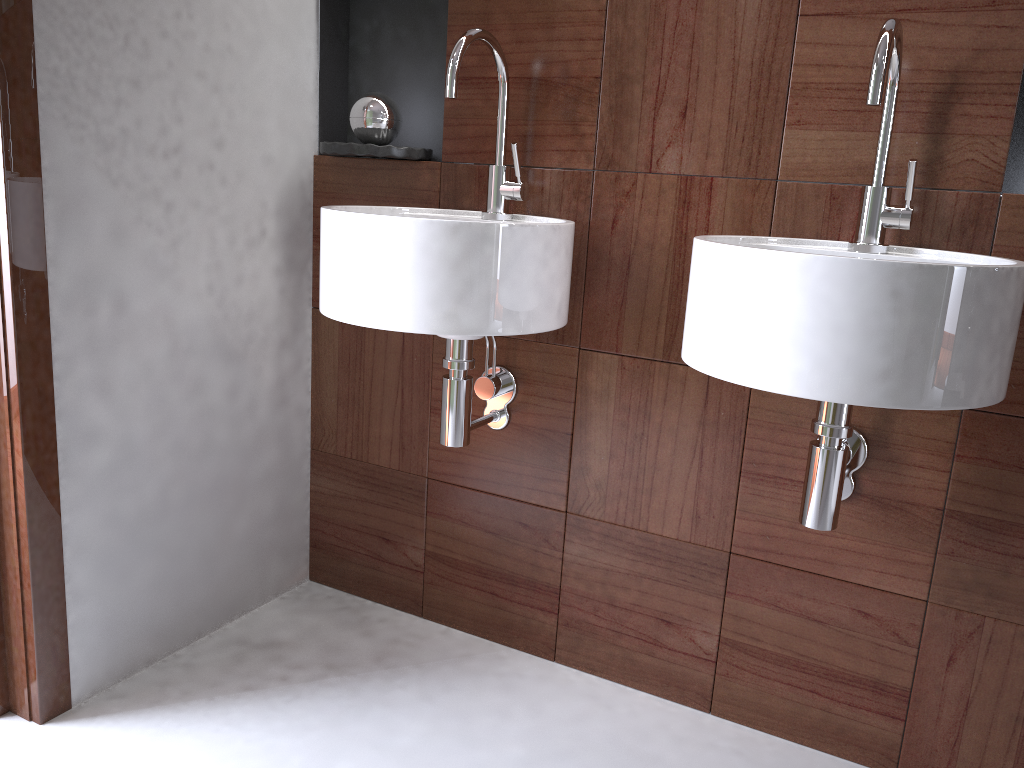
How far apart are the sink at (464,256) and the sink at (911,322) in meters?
0.2

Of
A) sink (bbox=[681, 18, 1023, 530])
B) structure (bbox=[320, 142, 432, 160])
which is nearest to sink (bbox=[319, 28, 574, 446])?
structure (bbox=[320, 142, 432, 160])

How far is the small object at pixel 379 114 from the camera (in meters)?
1.68

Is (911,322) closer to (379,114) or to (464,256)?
(464,256)

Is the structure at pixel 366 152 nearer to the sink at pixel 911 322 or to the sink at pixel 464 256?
the sink at pixel 464 256

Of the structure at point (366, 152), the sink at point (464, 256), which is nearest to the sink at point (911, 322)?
the sink at point (464, 256)

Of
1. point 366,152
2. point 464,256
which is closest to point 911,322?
point 464,256

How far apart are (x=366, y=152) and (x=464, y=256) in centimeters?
50cm

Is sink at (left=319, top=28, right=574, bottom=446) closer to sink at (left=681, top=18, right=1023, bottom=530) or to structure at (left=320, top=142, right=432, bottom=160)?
structure at (left=320, top=142, right=432, bottom=160)

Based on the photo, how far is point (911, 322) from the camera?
1.0m
